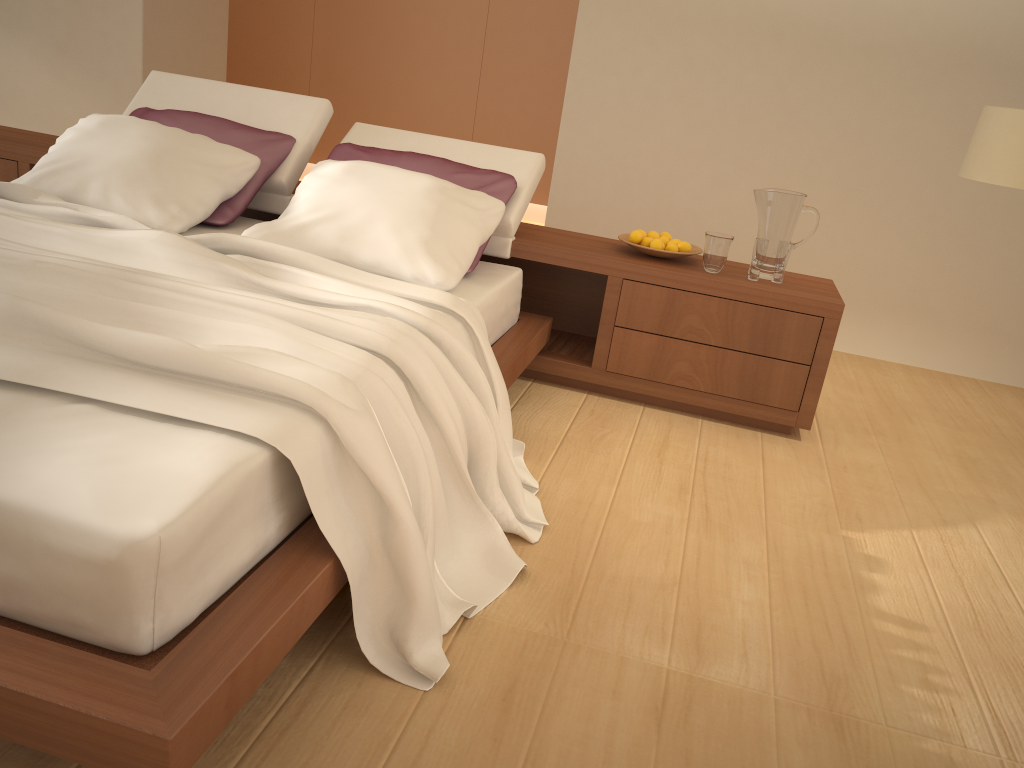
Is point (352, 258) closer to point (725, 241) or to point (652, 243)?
point (652, 243)

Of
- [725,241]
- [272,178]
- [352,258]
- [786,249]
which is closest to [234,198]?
[272,178]

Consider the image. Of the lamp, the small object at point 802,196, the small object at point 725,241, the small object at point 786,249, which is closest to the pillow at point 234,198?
the small object at point 725,241

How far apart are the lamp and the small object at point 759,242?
0.7 meters

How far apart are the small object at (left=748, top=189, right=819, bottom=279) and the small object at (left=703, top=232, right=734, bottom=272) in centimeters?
13cm

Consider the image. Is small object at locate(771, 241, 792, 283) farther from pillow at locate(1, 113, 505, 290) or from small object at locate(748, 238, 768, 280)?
pillow at locate(1, 113, 505, 290)

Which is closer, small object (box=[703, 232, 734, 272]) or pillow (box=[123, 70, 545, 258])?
small object (box=[703, 232, 734, 272])

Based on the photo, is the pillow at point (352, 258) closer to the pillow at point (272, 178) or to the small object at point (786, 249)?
the pillow at point (272, 178)

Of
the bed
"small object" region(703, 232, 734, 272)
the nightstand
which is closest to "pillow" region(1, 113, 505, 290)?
the bed

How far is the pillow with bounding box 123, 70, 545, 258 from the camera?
3.49m
